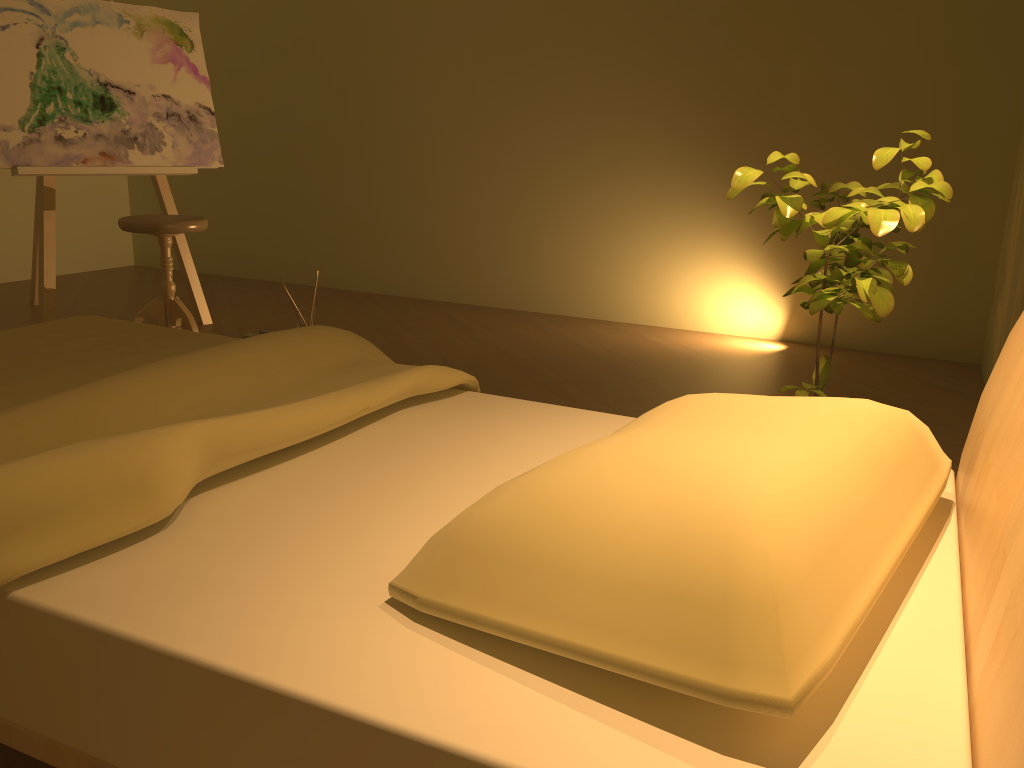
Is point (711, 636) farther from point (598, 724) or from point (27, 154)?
point (27, 154)

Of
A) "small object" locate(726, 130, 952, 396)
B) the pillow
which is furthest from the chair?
the pillow

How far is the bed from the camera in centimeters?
82cm

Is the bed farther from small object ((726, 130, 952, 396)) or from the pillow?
small object ((726, 130, 952, 396))

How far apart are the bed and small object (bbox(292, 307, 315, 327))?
1.63m

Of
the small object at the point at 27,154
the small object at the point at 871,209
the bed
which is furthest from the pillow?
the small object at the point at 27,154

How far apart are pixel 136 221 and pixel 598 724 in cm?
327

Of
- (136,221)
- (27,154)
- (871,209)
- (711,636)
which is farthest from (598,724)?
(27,154)

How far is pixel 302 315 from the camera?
3.89m

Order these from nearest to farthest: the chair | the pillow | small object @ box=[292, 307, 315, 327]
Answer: the pillow < the chair < small object @ box=[292, 307, 315, 327]
